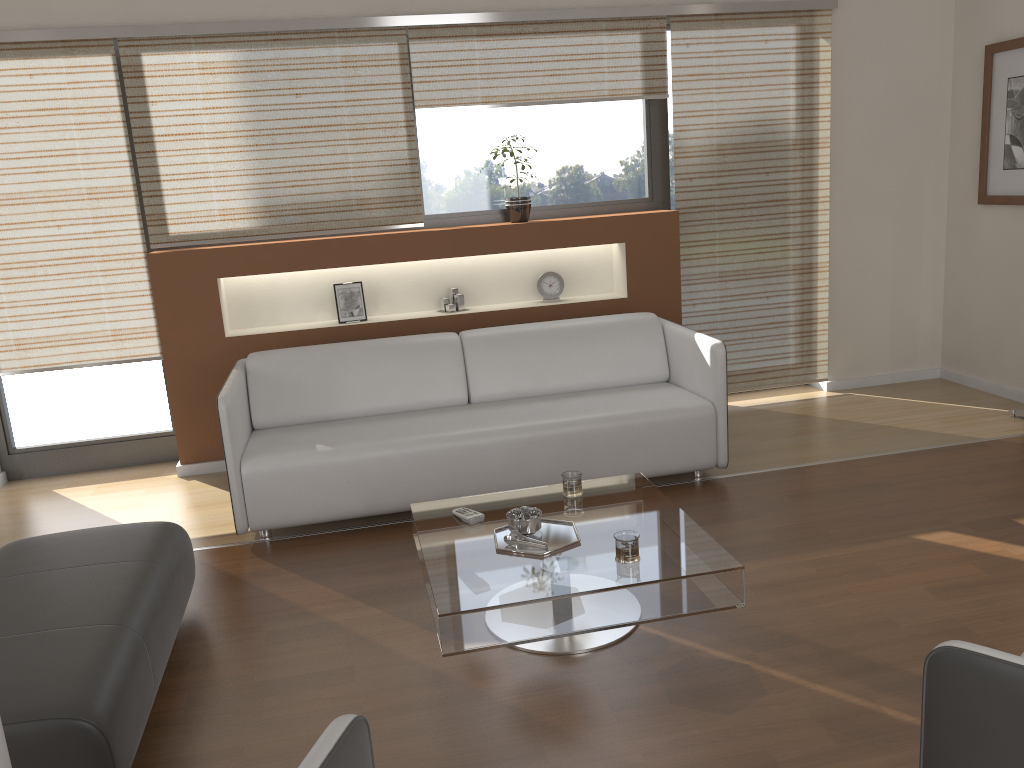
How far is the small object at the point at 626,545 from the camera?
2.6m

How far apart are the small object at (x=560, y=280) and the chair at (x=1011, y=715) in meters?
3.8

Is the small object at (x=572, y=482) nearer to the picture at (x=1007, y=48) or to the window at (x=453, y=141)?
the window at (x=453, y=141)

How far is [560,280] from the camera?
5.13m

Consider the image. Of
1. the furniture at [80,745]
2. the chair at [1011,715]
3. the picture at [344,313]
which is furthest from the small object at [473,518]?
the picture at [344,313]

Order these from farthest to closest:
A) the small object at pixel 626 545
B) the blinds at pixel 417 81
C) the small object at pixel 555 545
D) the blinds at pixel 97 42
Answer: the blinds at pixel 417 81
the blinds at pixel 97 42
the small object at pixel 555 545
the small object at pixel 626 545

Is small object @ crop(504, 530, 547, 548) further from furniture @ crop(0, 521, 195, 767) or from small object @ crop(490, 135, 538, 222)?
small object @ crop(490, 135, 538, 222)

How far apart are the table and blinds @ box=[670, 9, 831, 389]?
2.12m

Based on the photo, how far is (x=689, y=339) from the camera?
4.30m

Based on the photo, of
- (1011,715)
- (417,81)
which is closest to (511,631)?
(1011,715)
